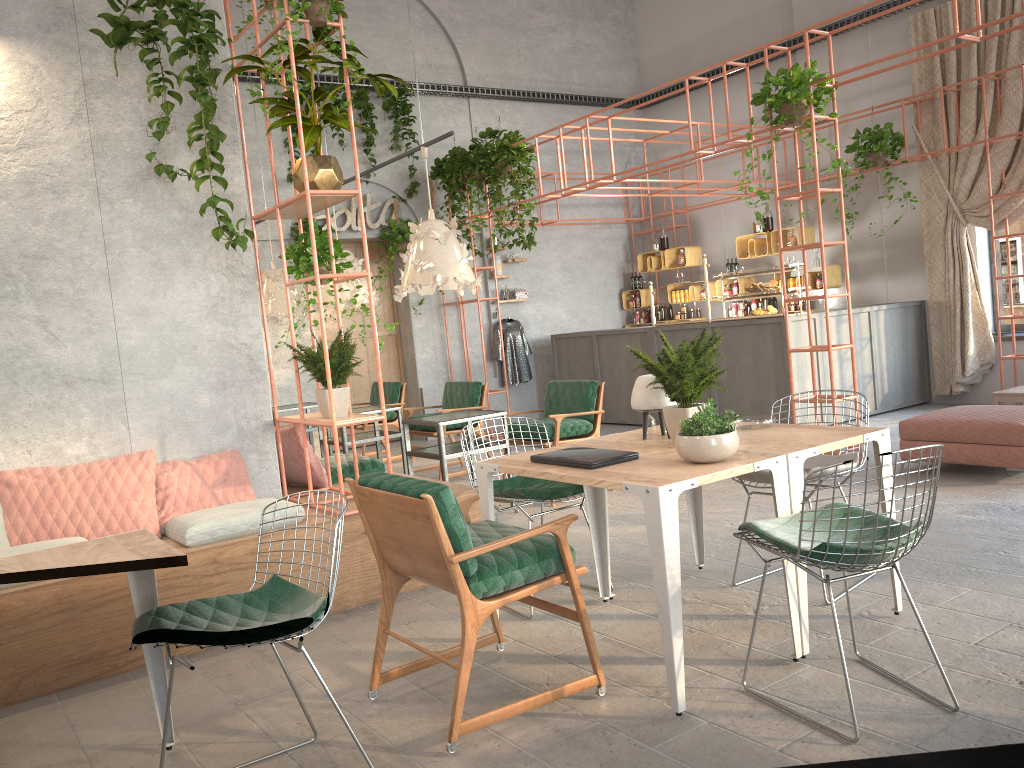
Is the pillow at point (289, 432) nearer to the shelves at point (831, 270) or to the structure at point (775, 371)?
the structure at point (775, 371)

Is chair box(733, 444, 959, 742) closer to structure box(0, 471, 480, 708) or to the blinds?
structure box(0, 471, 480, 708)

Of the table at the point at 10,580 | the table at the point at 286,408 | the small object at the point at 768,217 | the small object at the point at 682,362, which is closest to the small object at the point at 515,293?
the small object at the point at 768,217

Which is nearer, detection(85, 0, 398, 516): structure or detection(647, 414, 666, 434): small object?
detection(647, 414, 666, 434): small object

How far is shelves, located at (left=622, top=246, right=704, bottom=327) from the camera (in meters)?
12.64

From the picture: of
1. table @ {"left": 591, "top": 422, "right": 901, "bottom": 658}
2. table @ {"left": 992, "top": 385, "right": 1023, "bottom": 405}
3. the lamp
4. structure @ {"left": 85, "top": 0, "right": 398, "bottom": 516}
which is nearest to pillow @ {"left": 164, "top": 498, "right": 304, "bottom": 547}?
structure @ {"left": 85, "top": 0, "right": 398, "bottom": 516}

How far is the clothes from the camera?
12.4m

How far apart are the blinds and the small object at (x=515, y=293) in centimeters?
522cm

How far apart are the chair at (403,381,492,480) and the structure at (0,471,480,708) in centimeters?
252cm

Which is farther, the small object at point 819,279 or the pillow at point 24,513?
the small object at point 819,279
